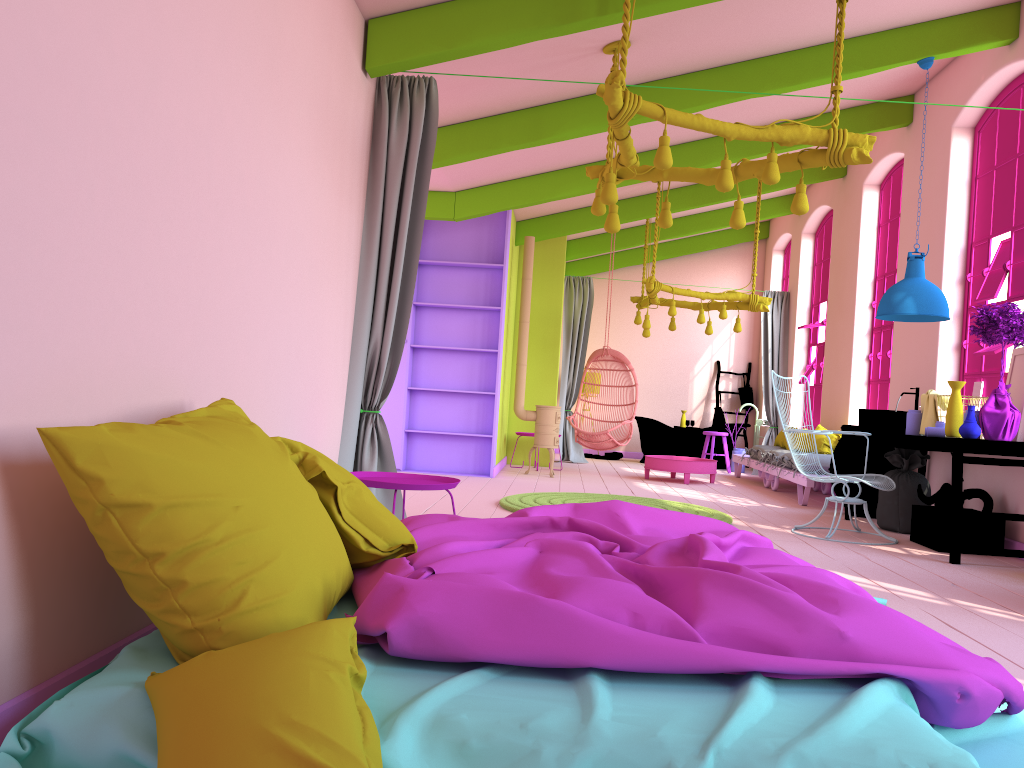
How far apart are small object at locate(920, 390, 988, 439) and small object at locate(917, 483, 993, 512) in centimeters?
48cm

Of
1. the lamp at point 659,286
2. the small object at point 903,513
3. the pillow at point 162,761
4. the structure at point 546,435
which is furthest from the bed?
the structure at point 546,435

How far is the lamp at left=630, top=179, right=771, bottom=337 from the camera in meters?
10.1 m

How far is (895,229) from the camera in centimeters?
960cm

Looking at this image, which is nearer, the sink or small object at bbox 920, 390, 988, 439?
small object at bbox 920, 390, 988, 439

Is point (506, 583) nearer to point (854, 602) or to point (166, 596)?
point (166, 596)

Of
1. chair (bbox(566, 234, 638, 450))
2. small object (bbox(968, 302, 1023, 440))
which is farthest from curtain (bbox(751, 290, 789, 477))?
small object (bbox(968, 302, 1023, 440))

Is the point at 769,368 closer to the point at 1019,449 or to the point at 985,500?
the point at 985,500

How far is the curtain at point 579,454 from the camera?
13.1 meters

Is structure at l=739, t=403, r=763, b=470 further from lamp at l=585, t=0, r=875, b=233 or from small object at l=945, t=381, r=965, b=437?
lamp at l=585, t=0, r=875, b=233
